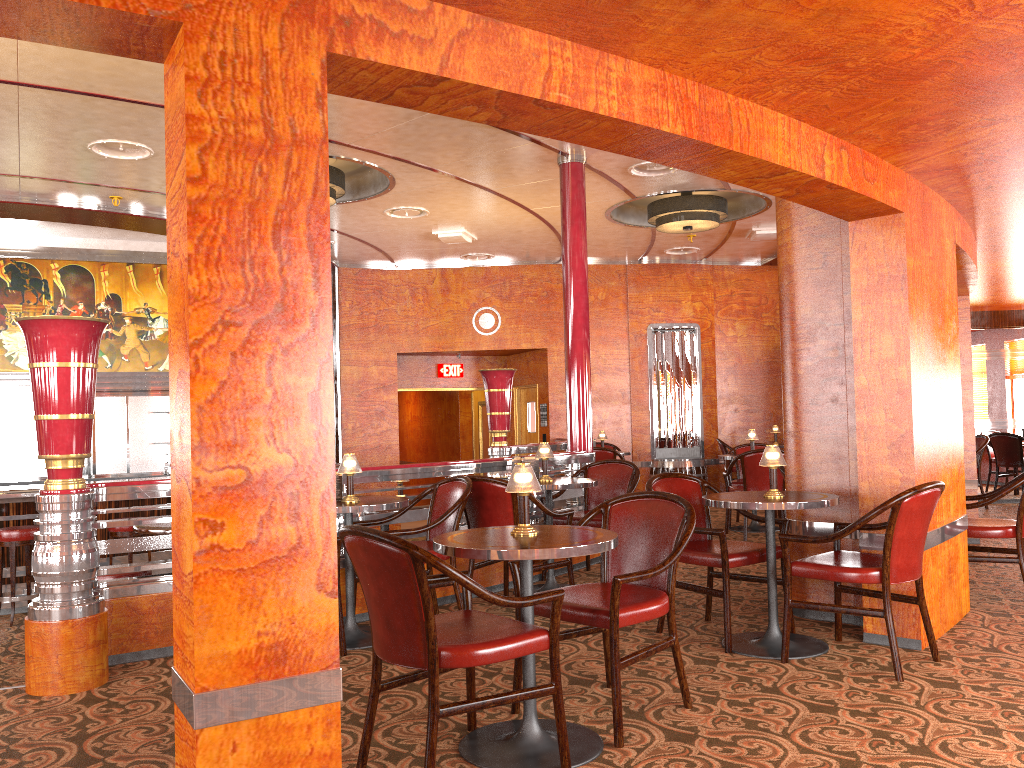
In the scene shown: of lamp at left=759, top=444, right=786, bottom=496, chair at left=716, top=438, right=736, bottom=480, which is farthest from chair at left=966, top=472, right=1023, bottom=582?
chair at left=716, top=438, right=736, bottom=480

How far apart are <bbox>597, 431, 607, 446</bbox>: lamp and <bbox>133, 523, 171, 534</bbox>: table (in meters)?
5.90

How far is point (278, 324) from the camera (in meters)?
2.12

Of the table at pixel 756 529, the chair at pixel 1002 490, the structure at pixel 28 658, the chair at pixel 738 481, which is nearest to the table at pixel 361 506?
the structure at pixel 28 658

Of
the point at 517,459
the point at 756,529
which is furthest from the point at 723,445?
the point at 517,459

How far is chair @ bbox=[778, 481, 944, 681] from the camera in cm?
368

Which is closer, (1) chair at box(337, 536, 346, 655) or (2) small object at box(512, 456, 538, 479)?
(1) chair at box(337, 536, 346, 655)

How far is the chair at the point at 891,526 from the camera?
3.68m

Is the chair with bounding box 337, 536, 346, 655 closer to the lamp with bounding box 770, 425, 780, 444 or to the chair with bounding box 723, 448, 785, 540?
the chair with bounding box 723, 448, 785, 540

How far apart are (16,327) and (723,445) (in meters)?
8.59
